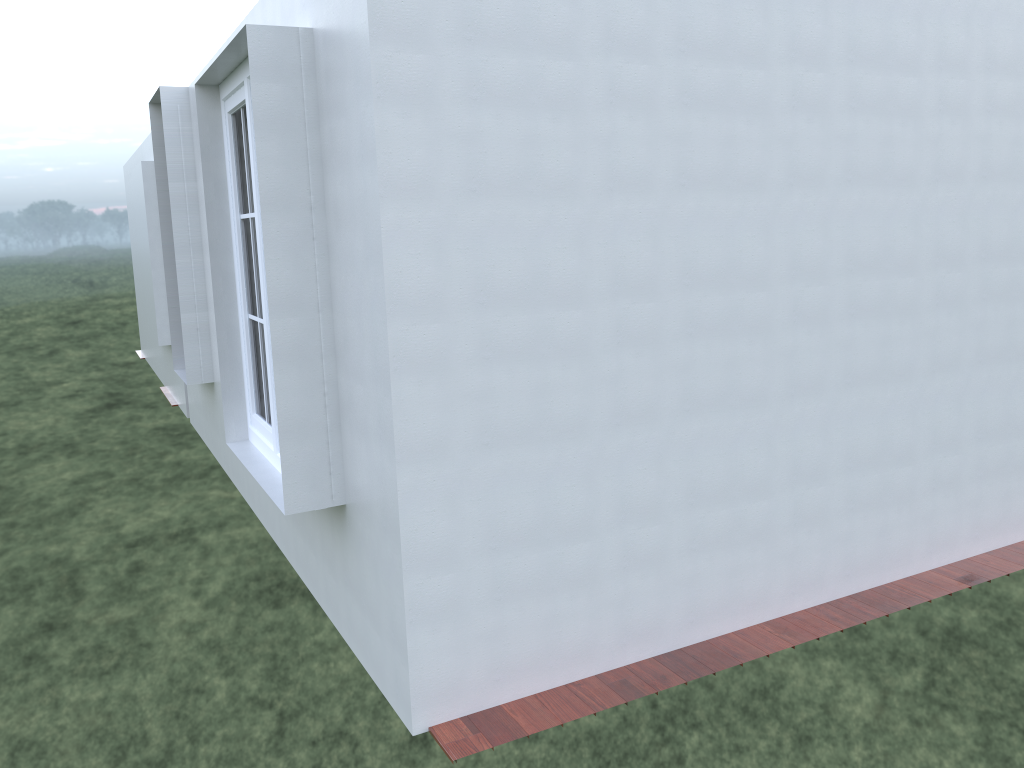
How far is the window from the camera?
4.3m

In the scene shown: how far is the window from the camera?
4.3 meters

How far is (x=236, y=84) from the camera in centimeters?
433cm
